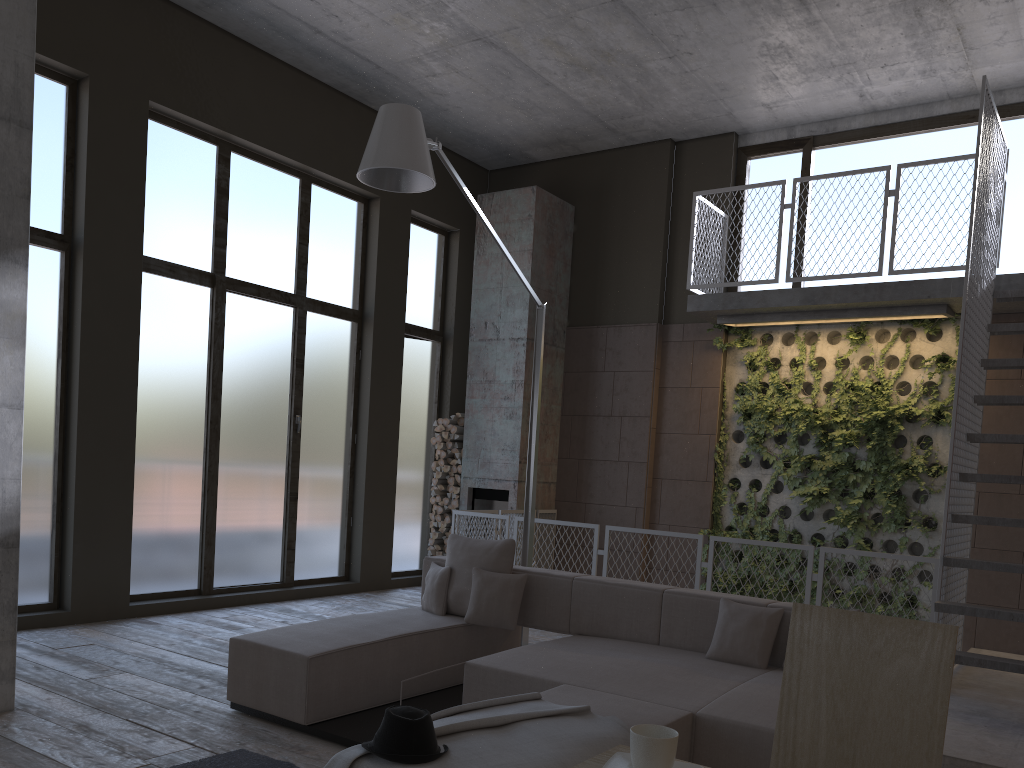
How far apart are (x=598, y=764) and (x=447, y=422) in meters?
8.7

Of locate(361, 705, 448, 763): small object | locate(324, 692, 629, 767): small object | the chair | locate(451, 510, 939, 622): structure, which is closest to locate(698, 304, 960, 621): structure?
locate(451, 510, 939, 622): structure

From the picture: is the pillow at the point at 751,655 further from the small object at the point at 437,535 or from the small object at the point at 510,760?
the small object at the point at 437,535

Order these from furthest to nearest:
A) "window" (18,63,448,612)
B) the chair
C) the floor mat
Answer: "window" (18,63,448,612)
the floor mat
the chair

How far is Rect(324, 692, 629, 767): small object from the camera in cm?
281

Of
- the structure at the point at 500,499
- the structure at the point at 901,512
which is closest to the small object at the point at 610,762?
the structure at the point at 901,512

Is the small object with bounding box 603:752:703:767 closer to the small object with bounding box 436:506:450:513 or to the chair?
the chair

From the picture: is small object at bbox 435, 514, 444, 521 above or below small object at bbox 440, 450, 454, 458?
below

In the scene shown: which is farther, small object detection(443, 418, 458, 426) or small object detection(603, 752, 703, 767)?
small object detection(443, 418, 458, 426)

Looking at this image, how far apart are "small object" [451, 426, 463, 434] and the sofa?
4.13m
